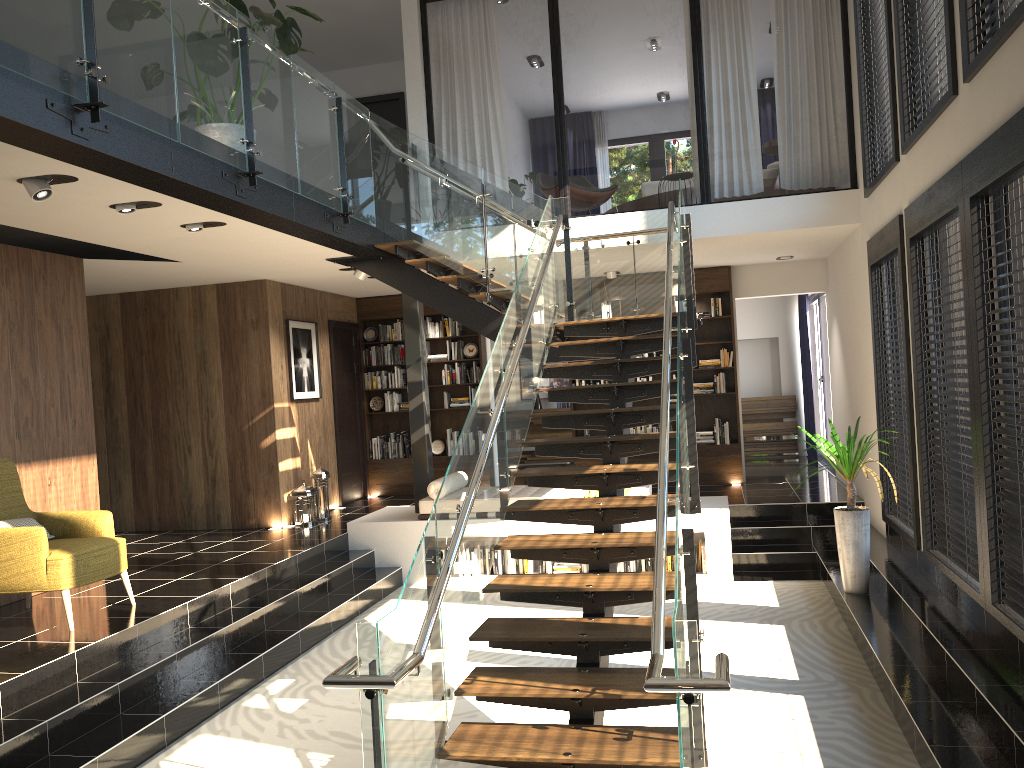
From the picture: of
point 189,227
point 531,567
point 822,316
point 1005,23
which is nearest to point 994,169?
point 1005,23

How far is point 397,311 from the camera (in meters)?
11.85

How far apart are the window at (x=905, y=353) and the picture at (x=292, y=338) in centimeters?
608cm

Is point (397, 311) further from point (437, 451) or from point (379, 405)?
point (437, 451)

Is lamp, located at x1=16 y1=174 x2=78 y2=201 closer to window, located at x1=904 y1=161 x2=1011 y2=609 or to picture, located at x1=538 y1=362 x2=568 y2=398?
window, located at x1=904 y1=161 x2=1011 y2=609

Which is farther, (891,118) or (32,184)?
(891,118)

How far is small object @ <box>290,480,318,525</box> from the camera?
9.7 meters

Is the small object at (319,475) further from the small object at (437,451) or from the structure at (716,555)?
the small object at (437,451)

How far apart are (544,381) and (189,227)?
8.99m

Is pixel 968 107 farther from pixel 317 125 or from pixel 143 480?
pixel 143 480
